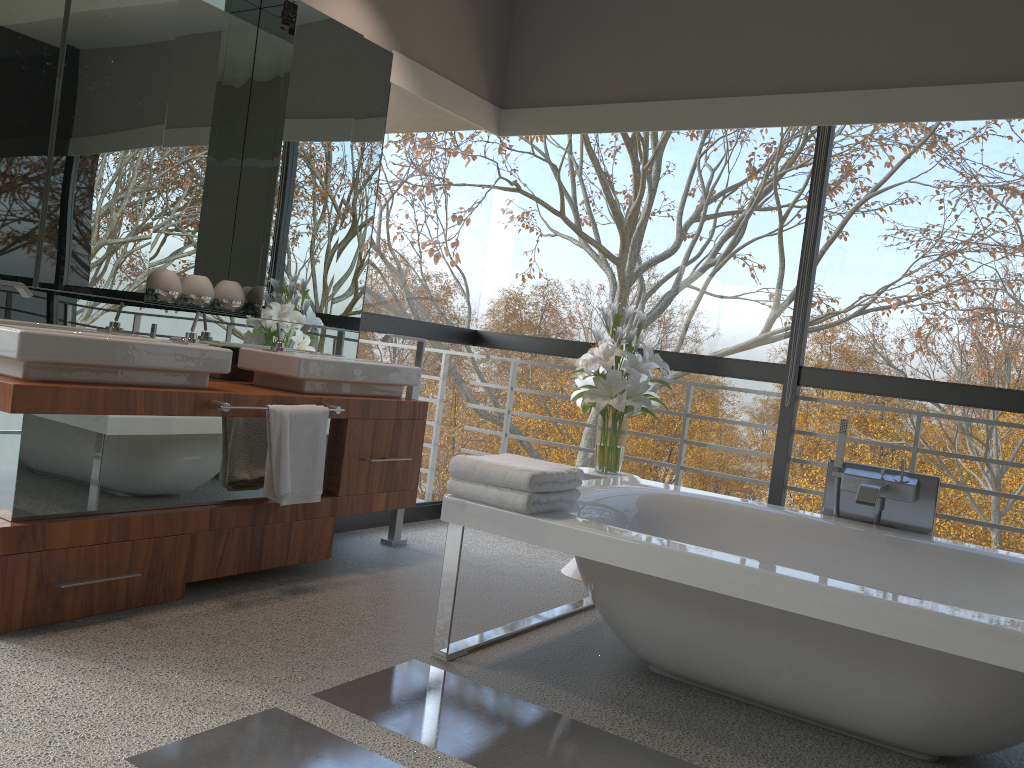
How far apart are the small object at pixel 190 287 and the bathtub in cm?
145

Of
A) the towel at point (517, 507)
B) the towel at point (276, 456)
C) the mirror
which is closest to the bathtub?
the towel at point (517, 507)

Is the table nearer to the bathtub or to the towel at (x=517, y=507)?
the bathtub

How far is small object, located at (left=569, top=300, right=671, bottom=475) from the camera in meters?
3.9

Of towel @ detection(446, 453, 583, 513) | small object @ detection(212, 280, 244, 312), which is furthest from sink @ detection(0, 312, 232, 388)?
towel @ detection(446, 453, 583, 513)

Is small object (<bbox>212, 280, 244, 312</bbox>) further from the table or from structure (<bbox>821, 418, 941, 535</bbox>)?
structure (<bbox>821, 418, 941, 535</bbox>)

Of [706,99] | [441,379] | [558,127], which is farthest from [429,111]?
[706,99]

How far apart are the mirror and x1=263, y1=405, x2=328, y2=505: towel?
0.5m

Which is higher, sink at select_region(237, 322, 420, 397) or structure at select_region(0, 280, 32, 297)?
structure at select_region(0, 280, 32, 297)

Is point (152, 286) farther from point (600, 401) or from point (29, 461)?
point (600, 401)
